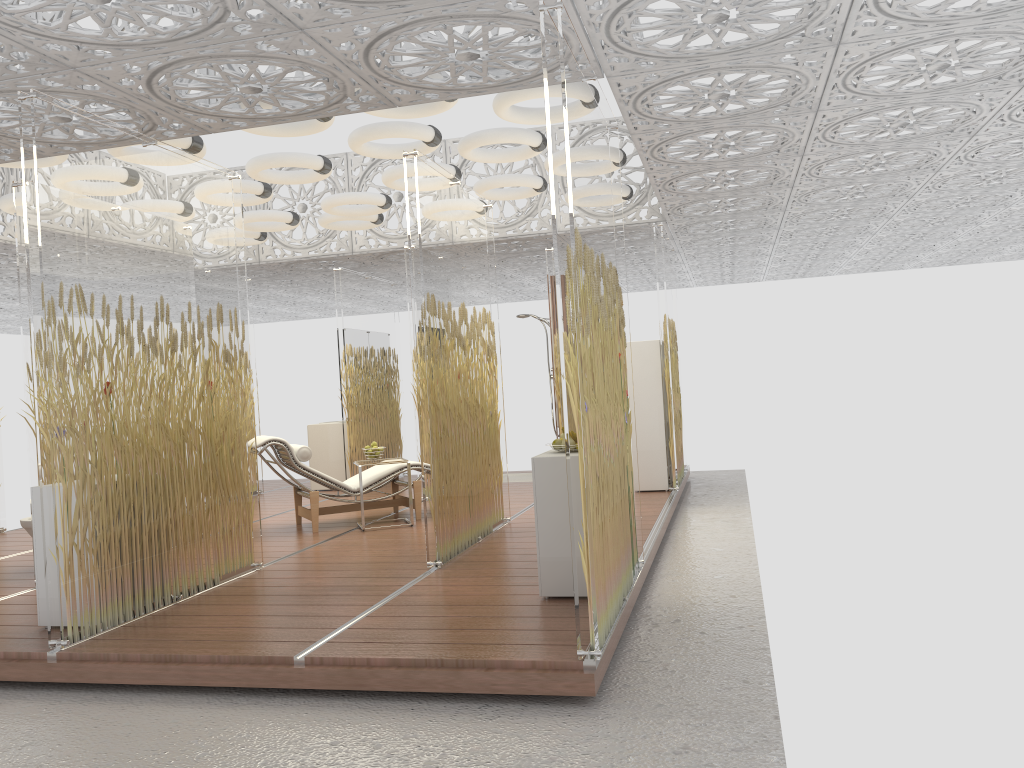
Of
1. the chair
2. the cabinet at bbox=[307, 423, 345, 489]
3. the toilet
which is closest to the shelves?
the chair

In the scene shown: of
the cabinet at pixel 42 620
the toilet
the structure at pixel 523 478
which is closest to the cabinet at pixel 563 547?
the cabinet at pixel 42 620

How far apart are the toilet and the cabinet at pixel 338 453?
4.5m

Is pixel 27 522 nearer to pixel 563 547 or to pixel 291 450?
pixel 291 450

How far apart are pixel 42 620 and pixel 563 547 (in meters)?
2.69

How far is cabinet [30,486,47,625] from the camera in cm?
453

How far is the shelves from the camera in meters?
8.6 m

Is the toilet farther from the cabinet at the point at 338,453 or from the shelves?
the shelves

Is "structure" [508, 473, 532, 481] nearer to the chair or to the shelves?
the shelves

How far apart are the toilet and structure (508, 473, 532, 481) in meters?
5.8 m
